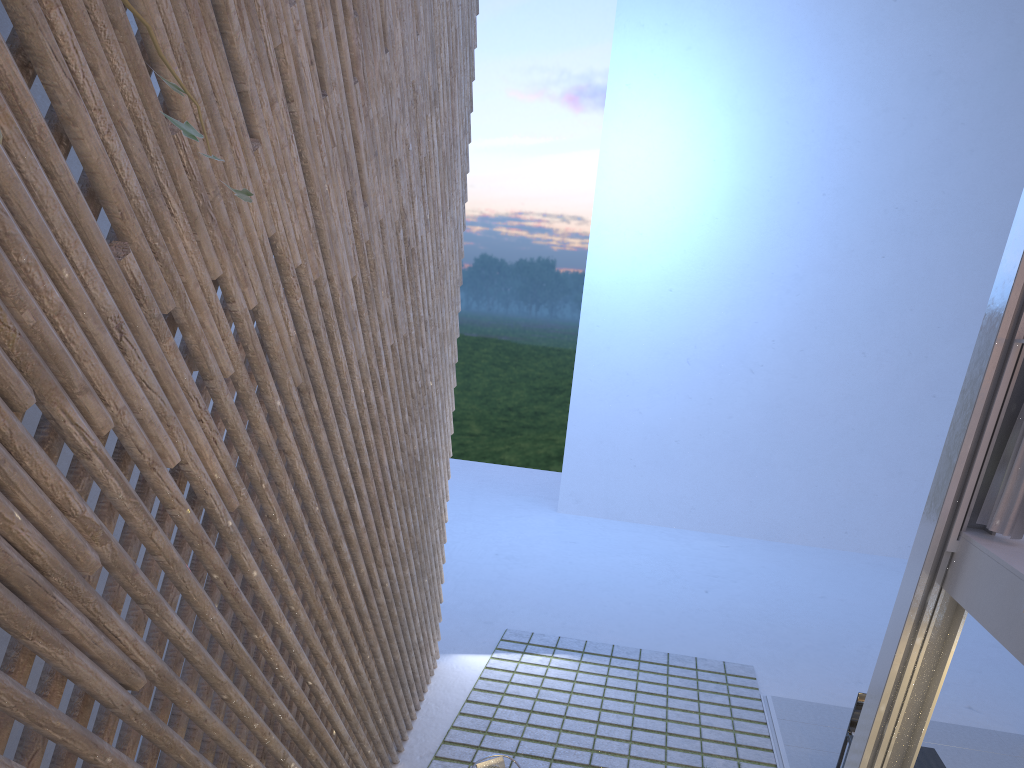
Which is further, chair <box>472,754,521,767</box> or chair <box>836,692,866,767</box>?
chair <box>836,692,866,767</box>

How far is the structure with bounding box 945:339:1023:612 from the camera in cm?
223

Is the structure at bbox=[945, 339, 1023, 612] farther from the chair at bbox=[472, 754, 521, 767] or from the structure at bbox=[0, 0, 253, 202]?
the structure at bbox=[0, 0, 253, 202]

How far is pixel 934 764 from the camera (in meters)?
3.16

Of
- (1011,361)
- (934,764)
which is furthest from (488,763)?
(1011,361)

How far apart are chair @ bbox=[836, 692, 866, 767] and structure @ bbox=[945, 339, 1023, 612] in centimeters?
155cm

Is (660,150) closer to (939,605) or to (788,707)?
(788,707)

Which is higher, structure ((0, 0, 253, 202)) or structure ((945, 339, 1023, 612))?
structure ((0, 0, 253, 202))

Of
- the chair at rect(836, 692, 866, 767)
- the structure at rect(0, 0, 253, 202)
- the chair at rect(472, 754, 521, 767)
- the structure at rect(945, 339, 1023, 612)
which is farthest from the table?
the structure at rect(0, 0, 253, 202)

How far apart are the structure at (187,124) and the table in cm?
329
